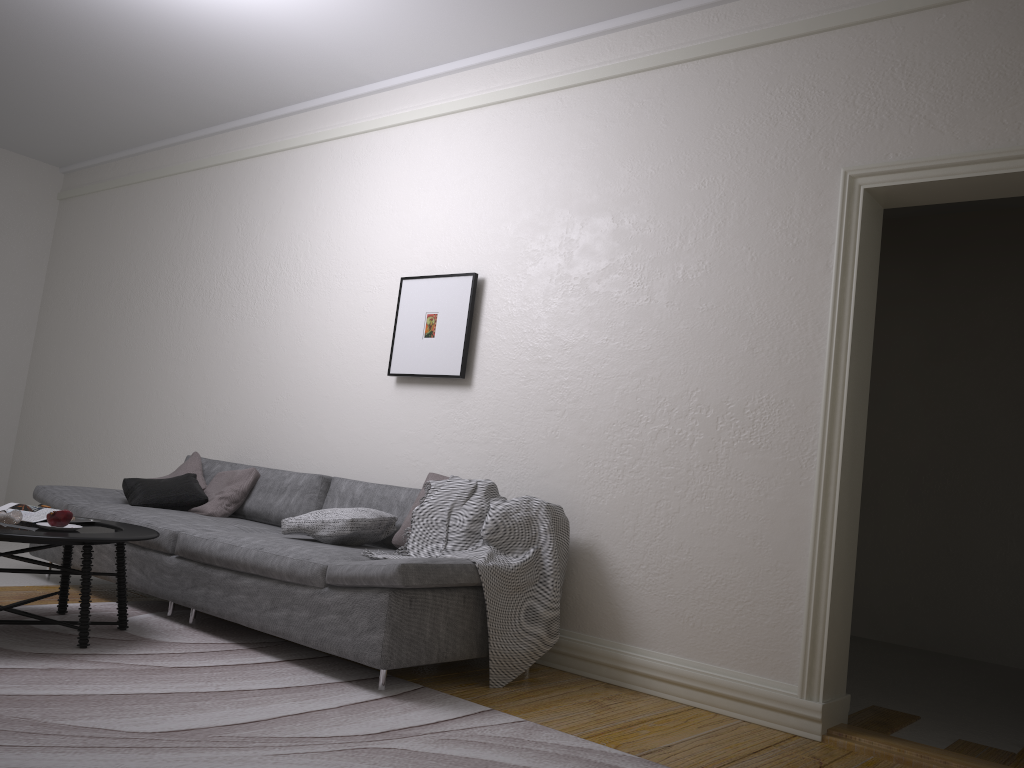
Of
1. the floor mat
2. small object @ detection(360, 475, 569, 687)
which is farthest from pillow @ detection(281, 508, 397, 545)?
the floor mat

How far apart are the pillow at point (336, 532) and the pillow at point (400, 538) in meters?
0.1 m

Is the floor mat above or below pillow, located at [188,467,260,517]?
below

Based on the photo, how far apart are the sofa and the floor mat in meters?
0.0

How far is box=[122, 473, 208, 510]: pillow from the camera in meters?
5.0 m

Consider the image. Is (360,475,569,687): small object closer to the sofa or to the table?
the sofa

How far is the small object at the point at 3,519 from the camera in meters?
3.5 m

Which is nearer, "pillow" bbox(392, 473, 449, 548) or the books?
the books

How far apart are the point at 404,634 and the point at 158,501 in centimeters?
229cm

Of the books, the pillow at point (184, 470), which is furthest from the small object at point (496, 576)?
the pillow at point (184, 470)
